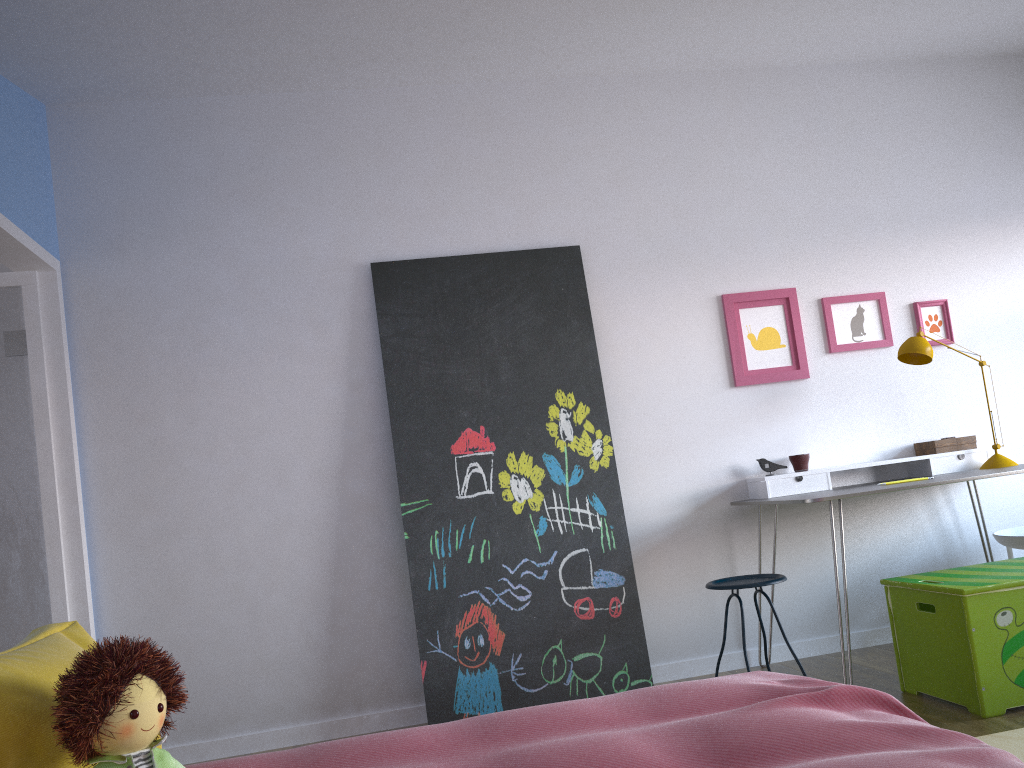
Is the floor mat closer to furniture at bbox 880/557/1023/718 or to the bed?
furniture at bbox 880/557/1023/718

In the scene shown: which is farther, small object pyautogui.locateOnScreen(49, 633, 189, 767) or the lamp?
the lamp

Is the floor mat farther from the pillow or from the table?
the pillow

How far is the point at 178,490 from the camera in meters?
3.7

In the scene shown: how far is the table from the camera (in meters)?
3.32

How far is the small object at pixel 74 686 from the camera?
1.2m

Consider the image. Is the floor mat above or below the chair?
below

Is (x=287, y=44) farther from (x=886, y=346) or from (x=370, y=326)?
(x=886, y=346)

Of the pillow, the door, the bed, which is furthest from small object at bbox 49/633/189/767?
the door

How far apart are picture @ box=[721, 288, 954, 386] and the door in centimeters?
290cm
